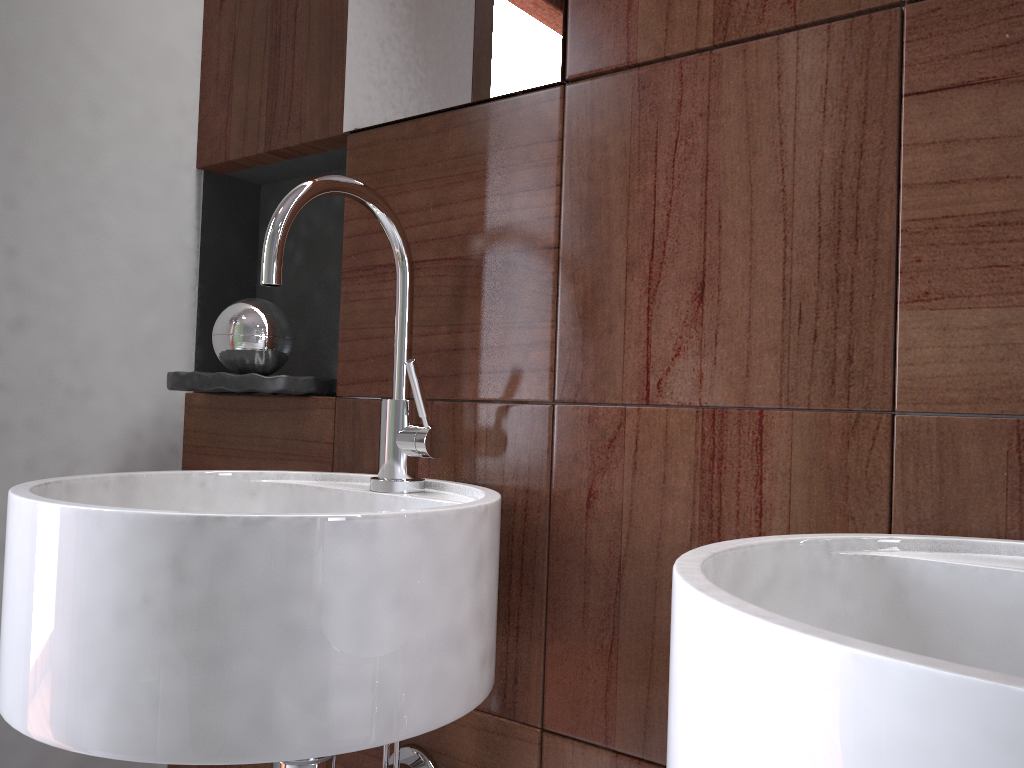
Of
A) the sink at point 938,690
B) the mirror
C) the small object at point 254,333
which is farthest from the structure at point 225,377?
the sink at point 938,690

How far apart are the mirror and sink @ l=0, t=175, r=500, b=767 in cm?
15

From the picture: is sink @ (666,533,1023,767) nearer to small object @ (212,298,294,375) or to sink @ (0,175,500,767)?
sink @ (0,175,500,767)

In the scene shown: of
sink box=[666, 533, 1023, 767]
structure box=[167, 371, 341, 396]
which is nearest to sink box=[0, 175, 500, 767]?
structure box=[167, 371, 341, 396]

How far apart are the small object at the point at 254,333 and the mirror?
0.2m

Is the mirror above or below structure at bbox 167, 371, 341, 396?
above

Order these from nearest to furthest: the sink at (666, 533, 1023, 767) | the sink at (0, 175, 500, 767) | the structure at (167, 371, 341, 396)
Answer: the sink at (666, 533, 1023, 767) < the sink at (0, 175, 500, 767) < the structure at (167, 371, 341, 396)

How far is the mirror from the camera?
0.90m

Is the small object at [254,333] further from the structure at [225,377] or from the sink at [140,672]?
the sink at [140,672]

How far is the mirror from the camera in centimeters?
90cm
